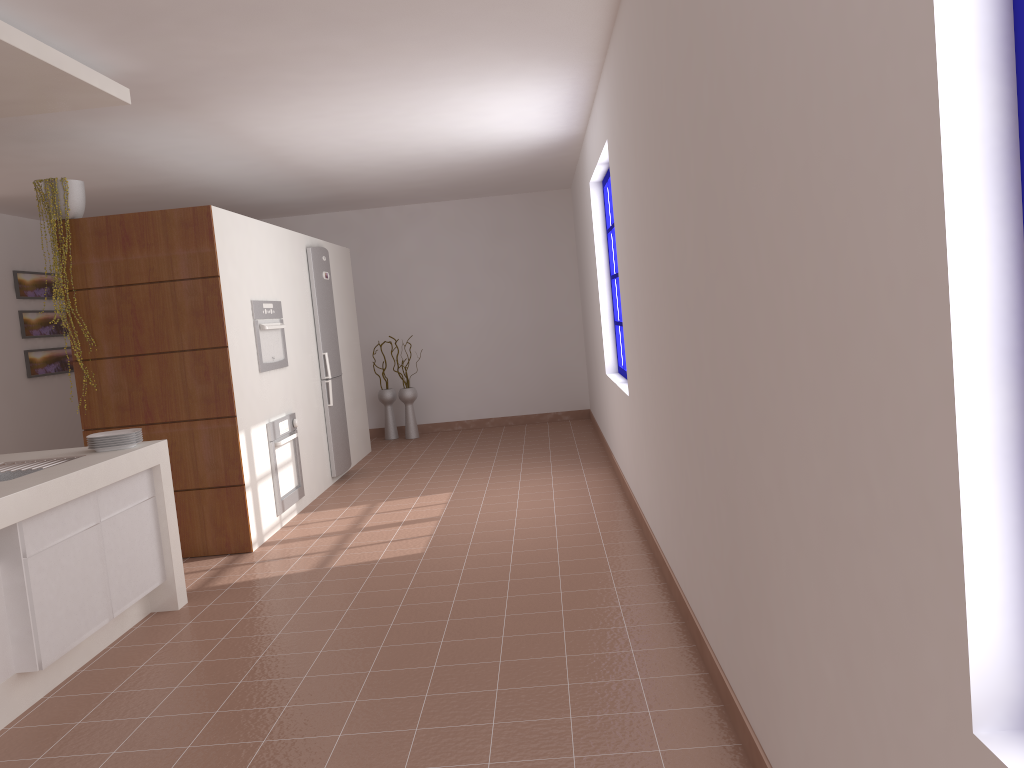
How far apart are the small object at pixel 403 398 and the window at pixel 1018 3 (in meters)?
8.55

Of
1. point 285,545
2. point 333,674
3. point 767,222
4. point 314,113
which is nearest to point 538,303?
point 314,113

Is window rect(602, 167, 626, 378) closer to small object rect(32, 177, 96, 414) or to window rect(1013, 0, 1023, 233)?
small object rect(32, 177, 96, 414)

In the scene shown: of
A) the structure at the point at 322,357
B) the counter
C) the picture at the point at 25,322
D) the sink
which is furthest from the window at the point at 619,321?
the picture at the point at 25,322

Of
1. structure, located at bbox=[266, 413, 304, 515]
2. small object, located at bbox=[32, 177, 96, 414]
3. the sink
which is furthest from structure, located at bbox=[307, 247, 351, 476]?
the sink

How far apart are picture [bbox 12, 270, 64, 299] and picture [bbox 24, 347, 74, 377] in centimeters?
51cm

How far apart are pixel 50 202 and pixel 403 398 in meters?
4.8 m

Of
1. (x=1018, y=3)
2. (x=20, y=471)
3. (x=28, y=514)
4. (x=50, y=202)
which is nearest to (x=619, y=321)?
(x=50, y=202)

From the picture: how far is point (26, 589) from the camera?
3.1 meters

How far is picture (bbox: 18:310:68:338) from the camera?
7.85m
